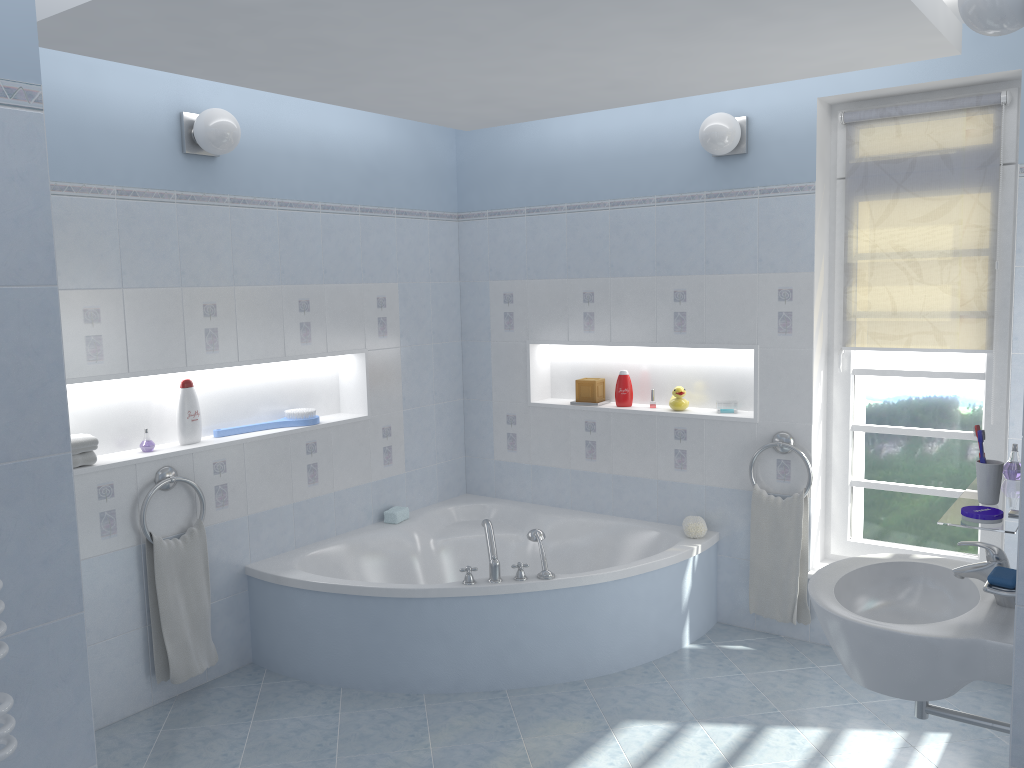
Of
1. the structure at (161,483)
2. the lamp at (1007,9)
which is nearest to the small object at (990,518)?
the lamp at (1007,9)

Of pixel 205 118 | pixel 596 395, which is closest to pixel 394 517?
pixel 596 395

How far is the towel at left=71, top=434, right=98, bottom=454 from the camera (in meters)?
3.27

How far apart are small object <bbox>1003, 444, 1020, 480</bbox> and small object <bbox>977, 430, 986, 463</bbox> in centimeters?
32cm

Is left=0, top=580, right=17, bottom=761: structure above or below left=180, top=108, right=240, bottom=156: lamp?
below

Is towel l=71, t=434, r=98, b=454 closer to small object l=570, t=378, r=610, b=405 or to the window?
small object l=570, t=378, r=610, b=405

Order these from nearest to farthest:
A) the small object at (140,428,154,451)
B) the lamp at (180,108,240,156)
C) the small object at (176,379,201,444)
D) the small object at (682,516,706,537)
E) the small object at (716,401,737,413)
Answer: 1. the lamp at (180,108,240,156)
2. the small object at (140,428,154,451)
3. the small object at (176,379,201,444)
4. the small object at (682,516,706,537)
5. the small object at (716,401,737,413)

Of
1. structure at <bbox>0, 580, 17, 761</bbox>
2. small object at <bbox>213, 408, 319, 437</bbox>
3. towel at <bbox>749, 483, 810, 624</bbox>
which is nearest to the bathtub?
towel at <bbox>749, 483, 810, 624</bbox>

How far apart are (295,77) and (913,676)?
2.7m

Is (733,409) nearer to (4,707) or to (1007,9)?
(1007,9)
